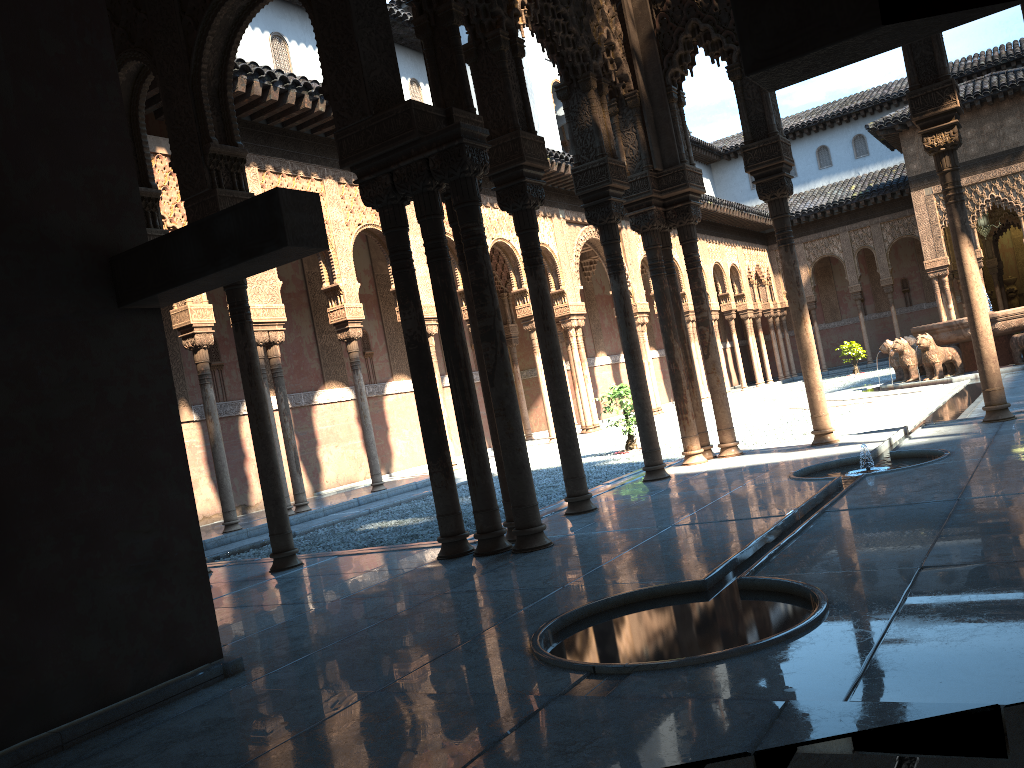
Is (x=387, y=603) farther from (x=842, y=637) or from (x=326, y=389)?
(x=326, y=389)

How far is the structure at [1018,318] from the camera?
17.7m

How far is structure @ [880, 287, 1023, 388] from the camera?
17.7m
